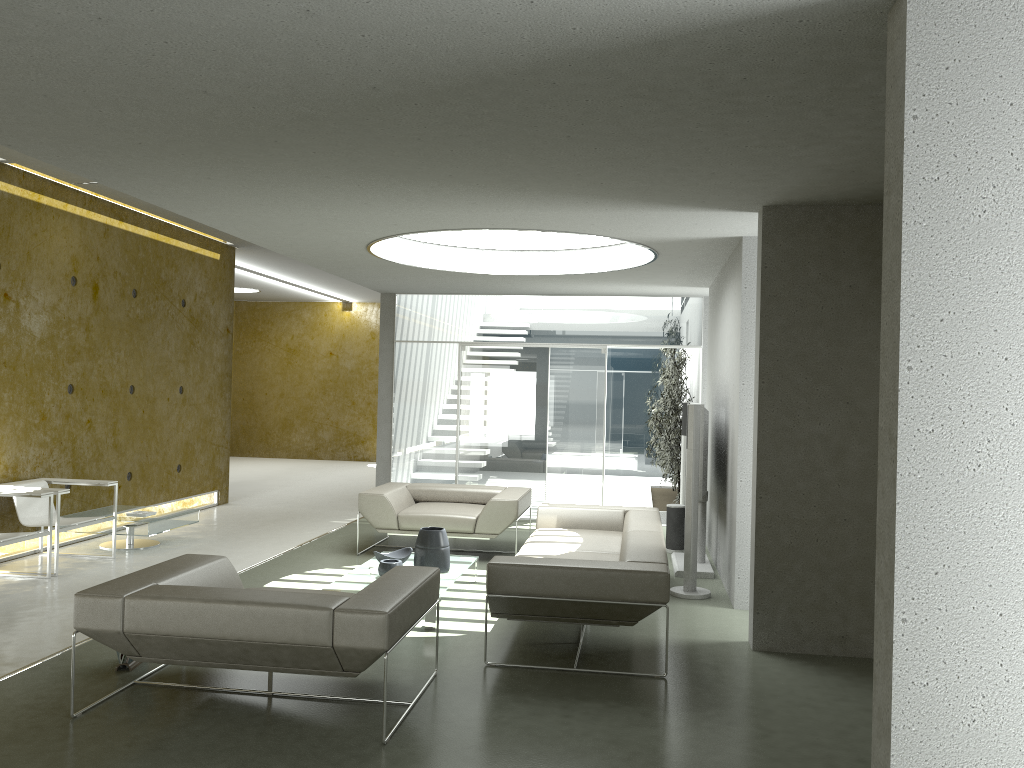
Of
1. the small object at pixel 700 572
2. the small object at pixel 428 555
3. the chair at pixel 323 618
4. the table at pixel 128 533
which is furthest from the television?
the table at pixel 128 533

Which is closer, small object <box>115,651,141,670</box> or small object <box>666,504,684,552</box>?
small object <box>115,651,141,670</box>

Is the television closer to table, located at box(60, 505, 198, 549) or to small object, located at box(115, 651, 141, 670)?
small object, located at box(115, 651, 141, 670)

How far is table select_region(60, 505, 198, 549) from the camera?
7.91m

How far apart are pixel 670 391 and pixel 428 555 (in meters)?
5.18

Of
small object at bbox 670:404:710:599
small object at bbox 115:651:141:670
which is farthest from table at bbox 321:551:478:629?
small object at bbox 670:404:710:599

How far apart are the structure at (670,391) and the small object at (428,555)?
4.7 meters

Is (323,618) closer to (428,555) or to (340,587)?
(340,587)

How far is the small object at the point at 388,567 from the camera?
6.2 meters

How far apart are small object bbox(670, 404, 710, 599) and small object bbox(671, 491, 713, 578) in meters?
0.6 m
